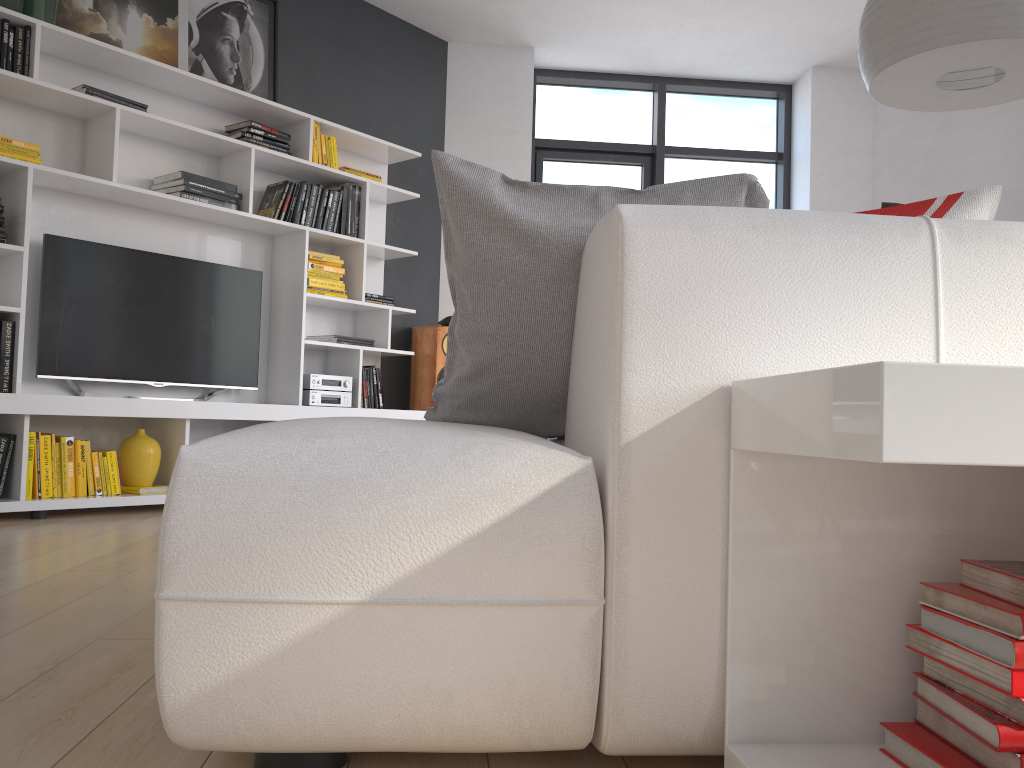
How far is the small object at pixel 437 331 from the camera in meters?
5.3 m

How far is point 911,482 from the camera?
1.06m

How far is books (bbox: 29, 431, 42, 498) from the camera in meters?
3.6

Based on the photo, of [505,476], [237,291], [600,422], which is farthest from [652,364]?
[237,291]

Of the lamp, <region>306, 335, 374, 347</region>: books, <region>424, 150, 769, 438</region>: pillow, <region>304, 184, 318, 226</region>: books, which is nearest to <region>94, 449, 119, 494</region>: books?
<region>306, 335, 374, 347</region>: books

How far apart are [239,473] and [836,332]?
0.73m

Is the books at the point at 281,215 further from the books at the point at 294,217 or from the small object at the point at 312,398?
the small object at the point at 312,398

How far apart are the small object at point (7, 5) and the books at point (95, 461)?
1.87m

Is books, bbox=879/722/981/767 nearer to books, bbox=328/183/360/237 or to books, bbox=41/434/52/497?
books, bbox=41/434/52/497

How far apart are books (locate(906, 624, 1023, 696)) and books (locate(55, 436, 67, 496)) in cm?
352
